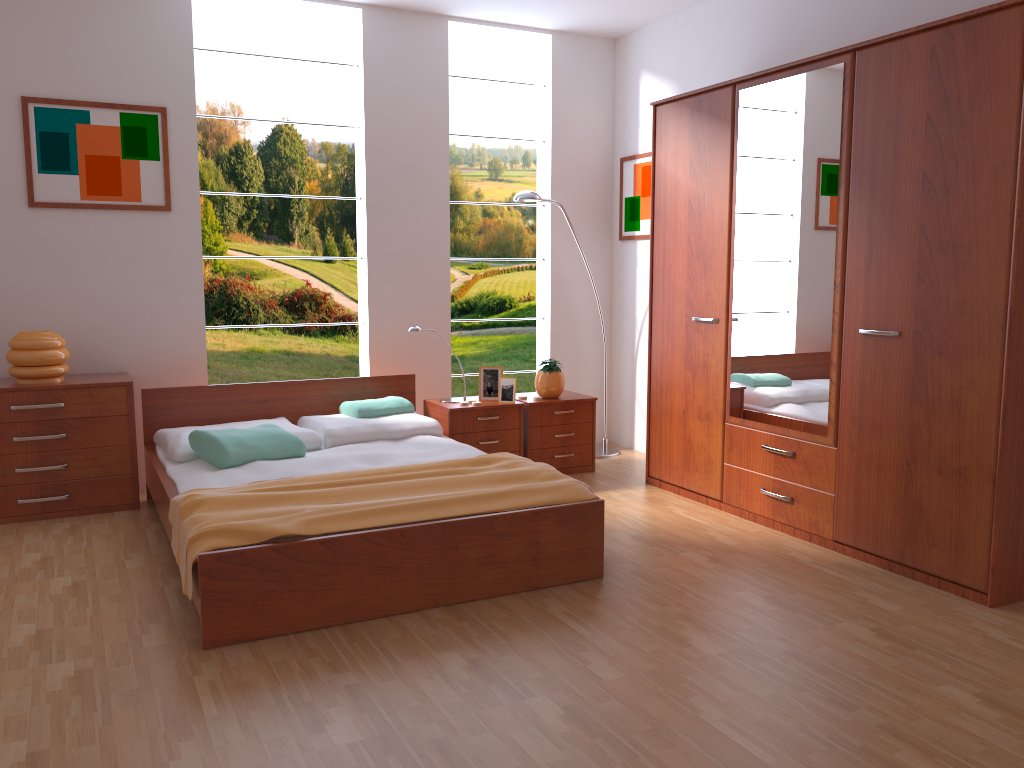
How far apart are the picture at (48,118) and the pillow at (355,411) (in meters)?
1.35

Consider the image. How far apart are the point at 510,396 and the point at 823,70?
2.21m

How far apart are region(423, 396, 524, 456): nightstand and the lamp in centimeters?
80cm

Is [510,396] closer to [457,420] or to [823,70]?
[457,420]

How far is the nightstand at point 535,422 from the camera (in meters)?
4.86

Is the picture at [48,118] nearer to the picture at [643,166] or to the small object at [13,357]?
the small object at [13,357]

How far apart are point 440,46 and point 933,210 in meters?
3.0

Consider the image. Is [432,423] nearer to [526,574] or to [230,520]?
[526,574]

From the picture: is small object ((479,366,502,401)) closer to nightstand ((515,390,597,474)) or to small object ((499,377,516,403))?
small object ((499,377,516,403))

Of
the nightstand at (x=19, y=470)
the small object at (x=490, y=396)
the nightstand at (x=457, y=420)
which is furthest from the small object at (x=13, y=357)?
the small object at (x=490, y=396)
